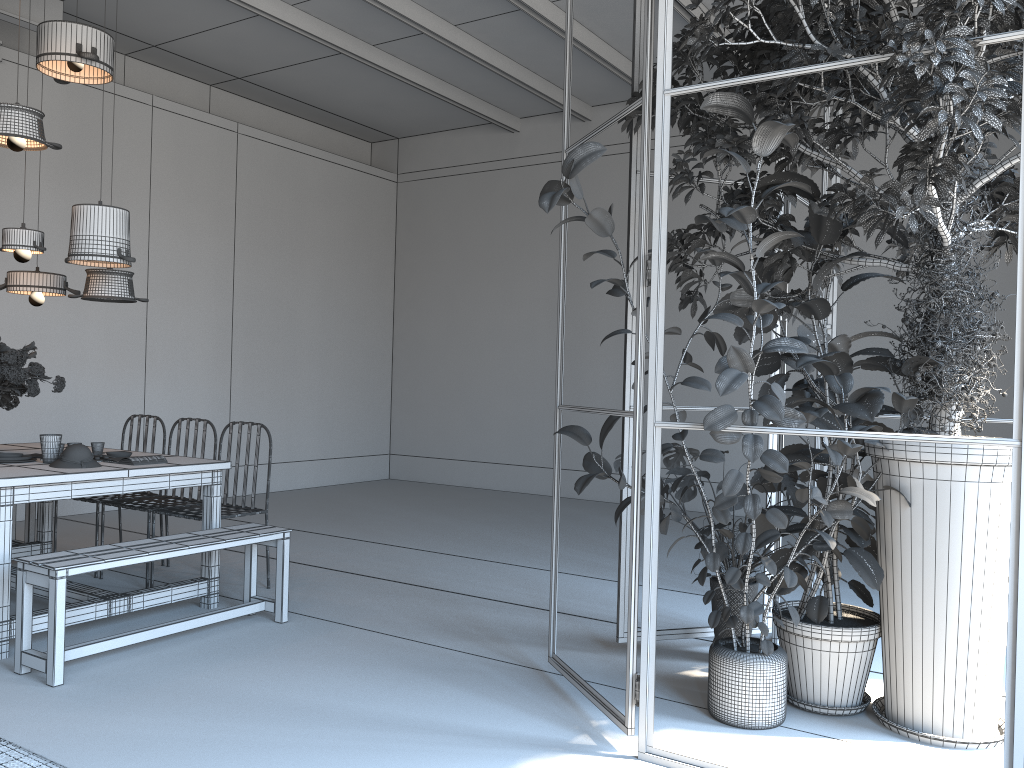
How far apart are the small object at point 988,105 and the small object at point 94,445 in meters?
3.3 m

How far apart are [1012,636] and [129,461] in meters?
3.9

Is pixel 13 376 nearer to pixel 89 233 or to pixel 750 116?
pixel 89 233

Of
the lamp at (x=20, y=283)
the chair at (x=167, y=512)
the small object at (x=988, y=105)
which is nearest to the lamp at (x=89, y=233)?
the lamp at (x=20, y=283)

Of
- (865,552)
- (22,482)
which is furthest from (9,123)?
(865,552)

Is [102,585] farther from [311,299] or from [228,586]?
[311,299]

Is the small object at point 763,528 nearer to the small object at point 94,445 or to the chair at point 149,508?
the chair at point 149,508

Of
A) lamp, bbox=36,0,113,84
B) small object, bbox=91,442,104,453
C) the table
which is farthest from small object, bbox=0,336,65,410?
lamp, bbox=36,0,113,84

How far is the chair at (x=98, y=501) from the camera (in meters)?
5.42

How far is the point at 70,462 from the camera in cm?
427
